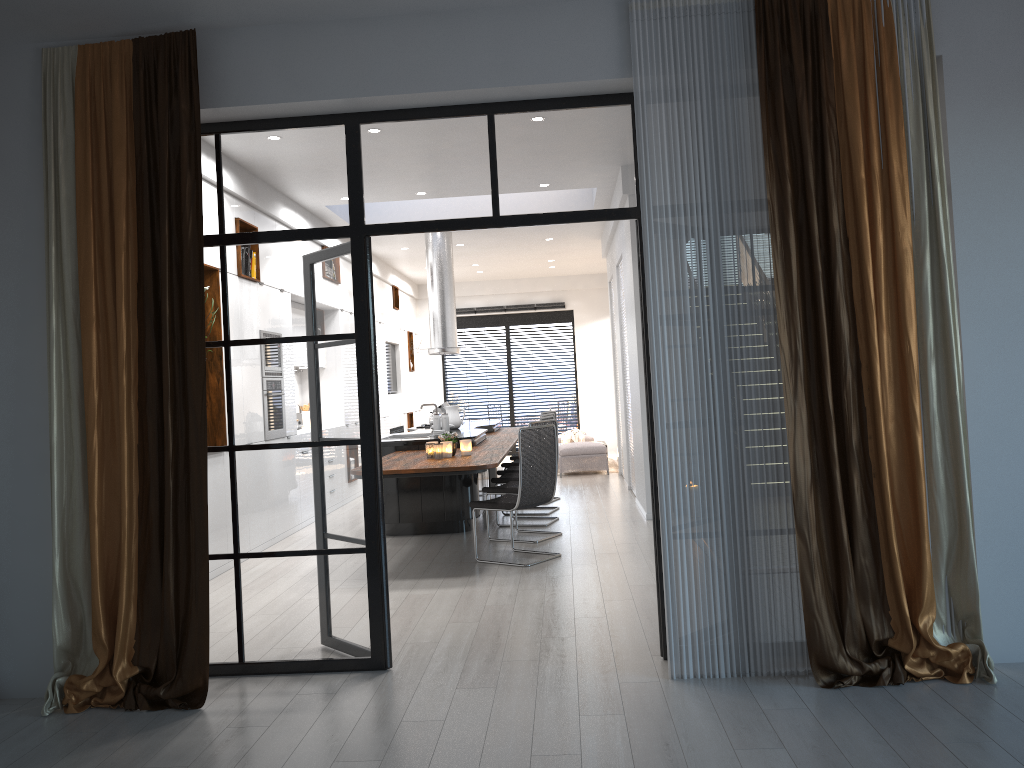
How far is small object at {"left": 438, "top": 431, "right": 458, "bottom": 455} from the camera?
7.1m

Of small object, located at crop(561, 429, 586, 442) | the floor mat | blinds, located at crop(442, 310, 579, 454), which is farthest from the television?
the floor mat

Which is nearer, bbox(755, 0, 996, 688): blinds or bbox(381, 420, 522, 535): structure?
bbox(755, 0, 996, 688): blinds

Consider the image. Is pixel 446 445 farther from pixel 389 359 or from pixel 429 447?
pixel 389 359

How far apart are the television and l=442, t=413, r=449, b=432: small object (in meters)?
6.04

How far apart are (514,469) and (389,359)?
5.6 meters

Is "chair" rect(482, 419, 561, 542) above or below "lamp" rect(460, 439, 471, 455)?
below

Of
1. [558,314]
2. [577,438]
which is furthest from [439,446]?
[558,314]

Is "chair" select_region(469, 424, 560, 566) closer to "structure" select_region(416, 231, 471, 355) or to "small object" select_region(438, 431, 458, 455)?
"small object" select_region(438, 431, 458, 455)

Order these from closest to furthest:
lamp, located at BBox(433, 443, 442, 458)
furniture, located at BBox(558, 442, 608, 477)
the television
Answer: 1. lamp, located at BBox(433, 443, 442, 458)
2. furniture, located at BBox(558, 442, 608, 477)
3. the television
